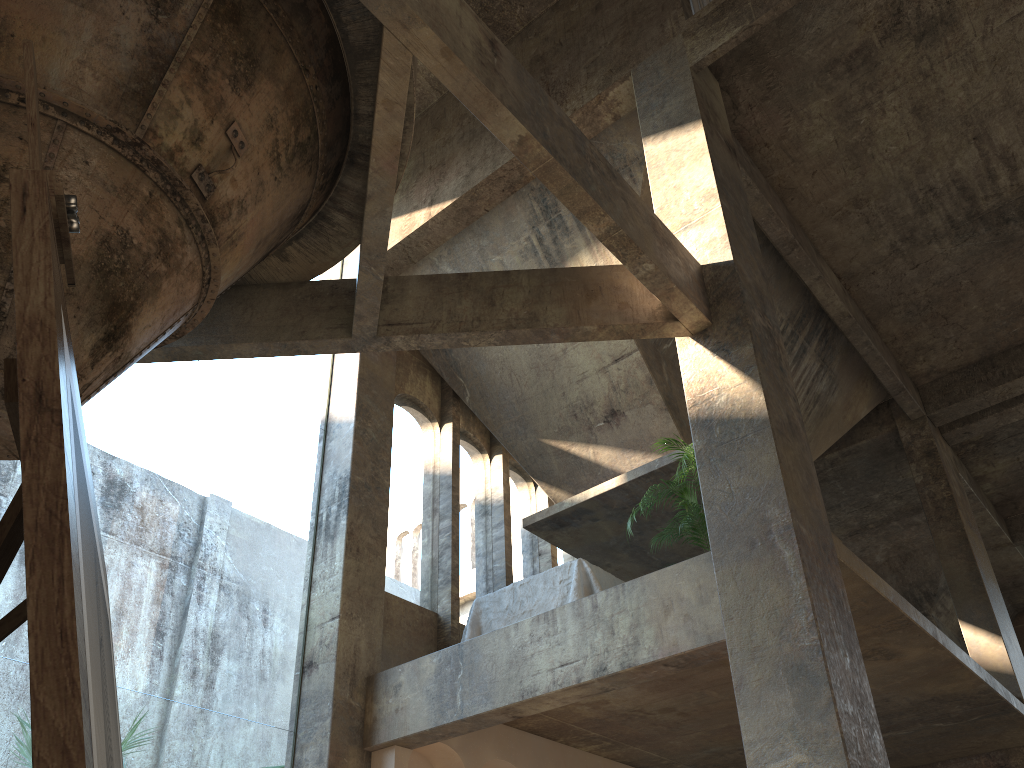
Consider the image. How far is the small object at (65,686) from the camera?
0.5 meters

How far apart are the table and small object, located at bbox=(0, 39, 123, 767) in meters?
7.0

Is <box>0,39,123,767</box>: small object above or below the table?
below

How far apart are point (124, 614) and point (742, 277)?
45.89m

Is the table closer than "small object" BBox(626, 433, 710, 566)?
No

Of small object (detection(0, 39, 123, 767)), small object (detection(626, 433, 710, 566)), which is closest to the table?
small object (detection(626, 433, 710, 566))

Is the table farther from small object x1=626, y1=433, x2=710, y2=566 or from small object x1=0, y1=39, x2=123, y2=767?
small object x1=0, y1=39, x2=123, y2=767

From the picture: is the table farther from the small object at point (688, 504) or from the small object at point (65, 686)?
the small object at point (65, 686)

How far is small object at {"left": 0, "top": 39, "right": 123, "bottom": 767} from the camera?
0.5m

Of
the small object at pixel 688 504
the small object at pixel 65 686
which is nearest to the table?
the small object at pixel 688 504
